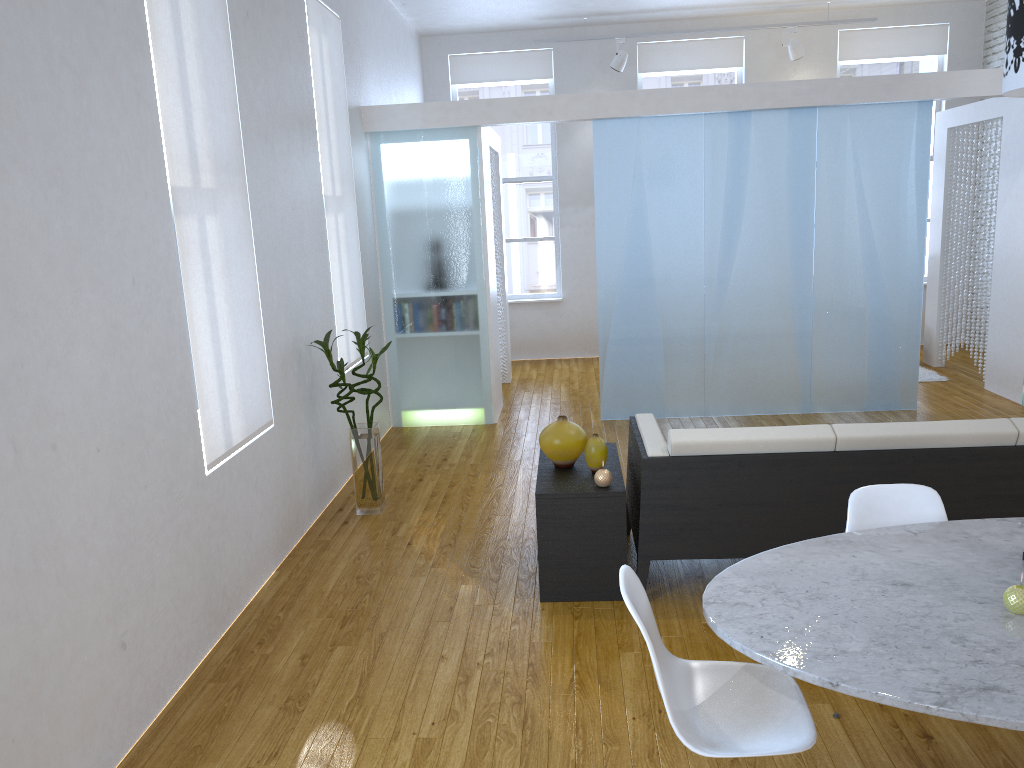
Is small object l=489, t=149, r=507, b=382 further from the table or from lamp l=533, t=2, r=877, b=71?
the table

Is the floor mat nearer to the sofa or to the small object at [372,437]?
the sofa

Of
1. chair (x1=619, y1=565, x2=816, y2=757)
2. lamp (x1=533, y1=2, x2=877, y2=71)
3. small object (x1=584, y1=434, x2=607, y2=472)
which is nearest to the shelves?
small object (x1=584, y1=434, x2=607, y2=472)

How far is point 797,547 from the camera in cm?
231

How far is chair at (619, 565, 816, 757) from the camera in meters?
1.9

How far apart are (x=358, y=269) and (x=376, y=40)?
2.0 meters

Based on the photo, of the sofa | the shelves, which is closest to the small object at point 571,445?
the shelves

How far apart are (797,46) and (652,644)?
7.64m

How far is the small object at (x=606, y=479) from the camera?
3.4 meters

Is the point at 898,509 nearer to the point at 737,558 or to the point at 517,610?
the point at 737,558
